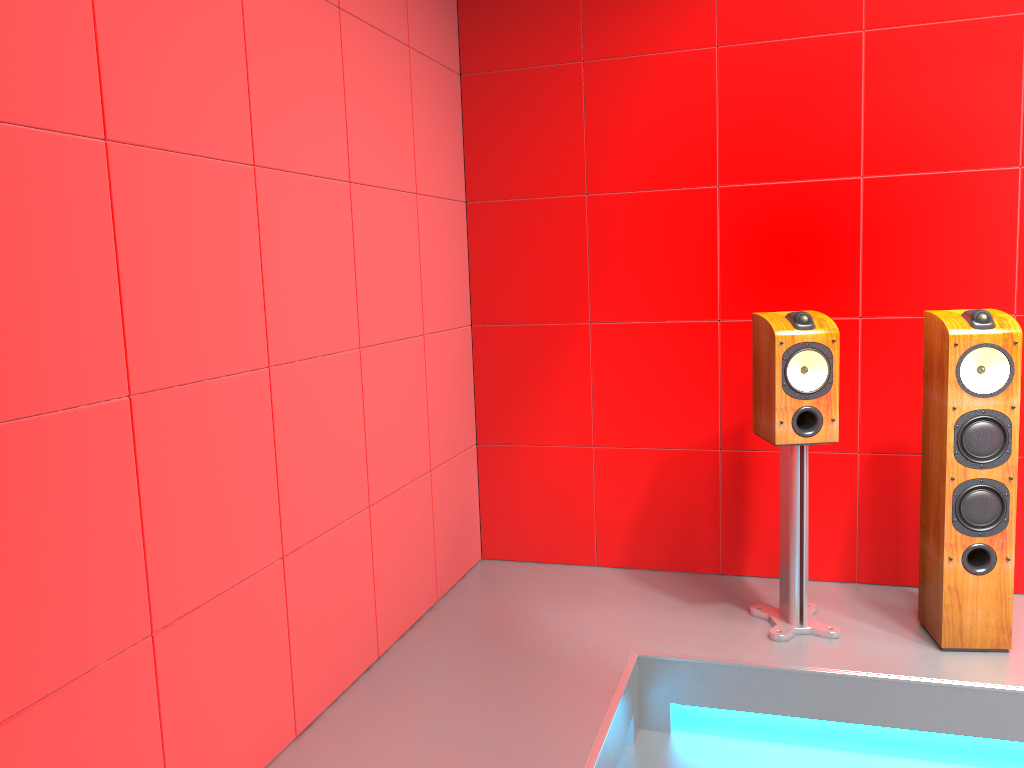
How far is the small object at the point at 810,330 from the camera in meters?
2.8 m

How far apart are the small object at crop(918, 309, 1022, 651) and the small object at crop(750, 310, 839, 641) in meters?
0.3

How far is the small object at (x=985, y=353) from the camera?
2.6 meters

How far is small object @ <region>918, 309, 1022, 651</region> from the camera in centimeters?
262cm

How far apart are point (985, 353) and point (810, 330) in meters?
0.5

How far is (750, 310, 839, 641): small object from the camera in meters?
2.8 m

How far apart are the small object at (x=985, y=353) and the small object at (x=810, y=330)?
0.3 meters

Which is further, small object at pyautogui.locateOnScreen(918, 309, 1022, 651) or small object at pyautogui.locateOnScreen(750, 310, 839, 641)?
small object at pyautogui.locateOnScreen(750, 310, 839, 641)

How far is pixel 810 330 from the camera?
2.8m

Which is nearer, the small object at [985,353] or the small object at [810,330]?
the small object at [985,353]
